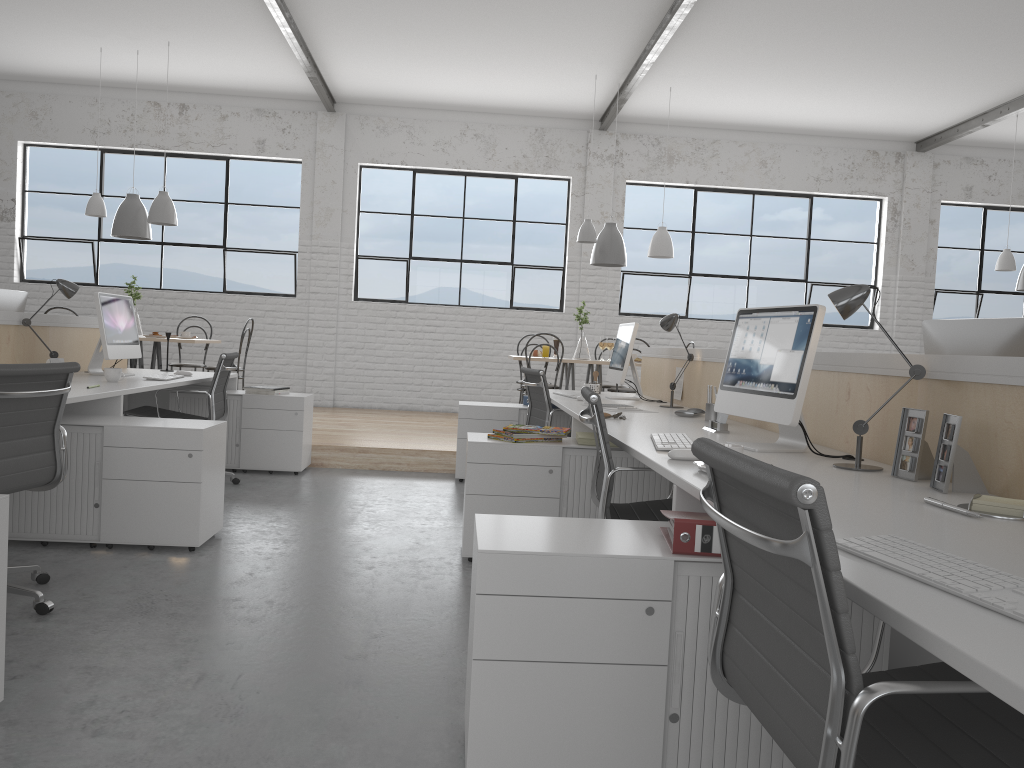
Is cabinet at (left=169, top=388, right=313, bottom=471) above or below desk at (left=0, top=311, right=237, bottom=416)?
below

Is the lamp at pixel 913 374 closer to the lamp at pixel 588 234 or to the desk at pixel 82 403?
the desk at pixel 82 403

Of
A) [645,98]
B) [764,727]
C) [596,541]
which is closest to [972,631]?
[764,727]

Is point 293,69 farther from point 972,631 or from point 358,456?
point 972,631

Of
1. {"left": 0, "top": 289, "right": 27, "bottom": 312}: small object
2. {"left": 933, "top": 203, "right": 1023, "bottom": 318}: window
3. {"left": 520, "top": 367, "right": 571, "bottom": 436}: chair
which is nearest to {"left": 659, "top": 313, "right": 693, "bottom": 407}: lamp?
{"left": 520, "top": 367, "right": 571, "bottom": 436}: chair

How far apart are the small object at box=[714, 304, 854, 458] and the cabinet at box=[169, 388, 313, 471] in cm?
264

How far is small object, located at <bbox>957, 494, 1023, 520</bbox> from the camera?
1.4m

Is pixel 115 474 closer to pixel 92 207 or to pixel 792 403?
pixel 792 403

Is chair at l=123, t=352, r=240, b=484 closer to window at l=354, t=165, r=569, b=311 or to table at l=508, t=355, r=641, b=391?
table at l=508, t=355, r=641, b=391

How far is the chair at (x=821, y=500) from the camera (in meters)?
0.80
